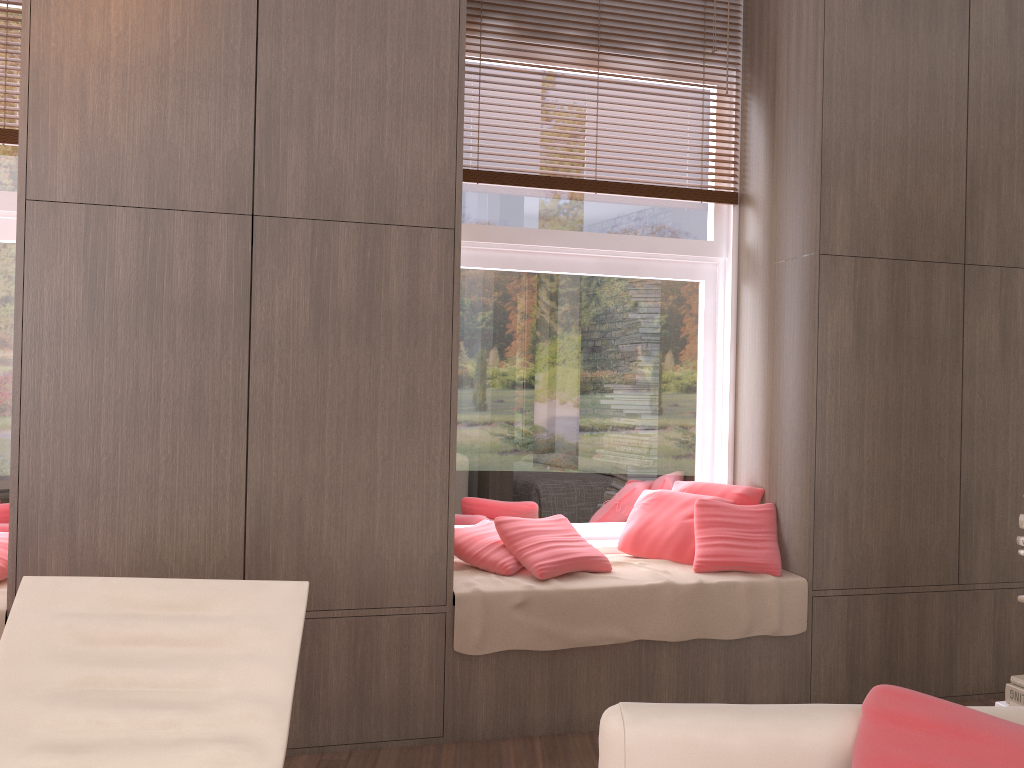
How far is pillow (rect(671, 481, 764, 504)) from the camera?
3.8m

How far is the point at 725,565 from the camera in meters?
3.5

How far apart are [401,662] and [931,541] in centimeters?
218cm

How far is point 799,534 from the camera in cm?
352

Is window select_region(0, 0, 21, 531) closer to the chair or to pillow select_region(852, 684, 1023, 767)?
the chair

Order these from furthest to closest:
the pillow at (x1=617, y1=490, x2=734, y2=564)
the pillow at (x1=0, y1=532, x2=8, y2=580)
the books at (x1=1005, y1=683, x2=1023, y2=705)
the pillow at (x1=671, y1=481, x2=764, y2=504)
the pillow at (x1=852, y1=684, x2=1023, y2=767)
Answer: the pillow at (x1=671, y1=481, x2=764, y2=504), the pillow at (x1=617, y1=490, x2=734, y2=564), the pillow at (x1=0, y1=532, x2=8, y2=580), the books at (x1=1005, y1=683, x2=1023, y2=705), the pillow at (x1=852, y1=684, x2=1023, y2=767)

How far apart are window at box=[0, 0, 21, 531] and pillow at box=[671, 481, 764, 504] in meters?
2.7

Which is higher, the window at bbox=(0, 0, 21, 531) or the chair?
the window at bbox=(0, 0, 21, 531)

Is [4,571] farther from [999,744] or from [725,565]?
[999,744]

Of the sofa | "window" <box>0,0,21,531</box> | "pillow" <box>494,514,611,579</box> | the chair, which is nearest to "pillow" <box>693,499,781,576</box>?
"pillow" <box>494,514,611,579</box>
